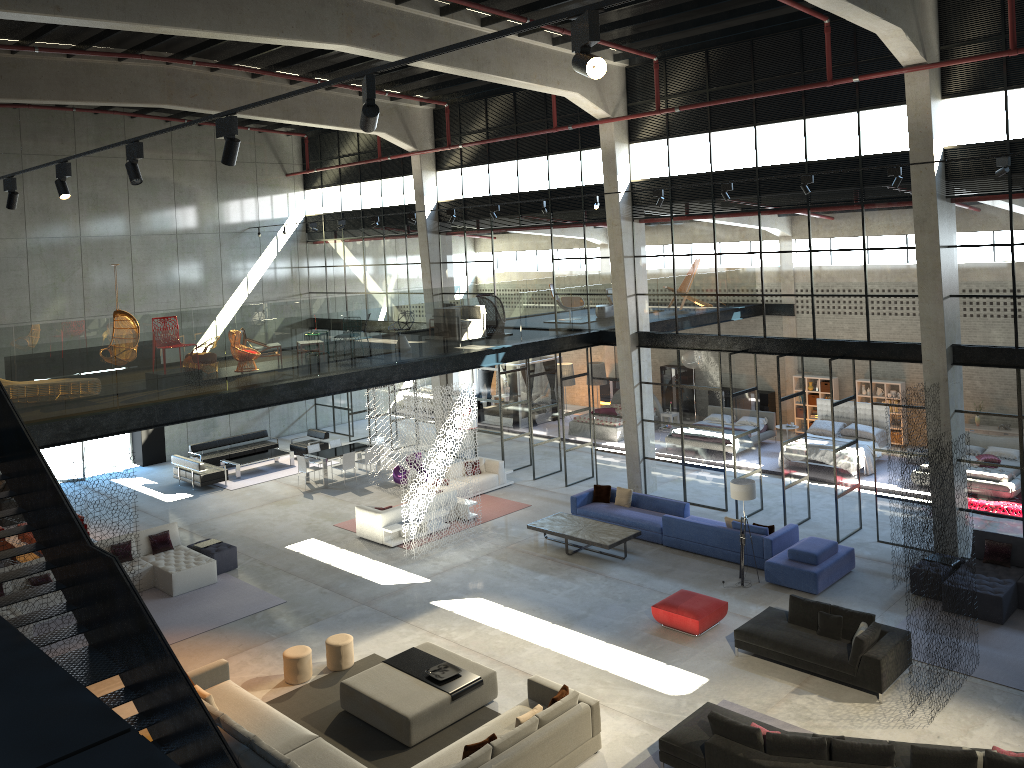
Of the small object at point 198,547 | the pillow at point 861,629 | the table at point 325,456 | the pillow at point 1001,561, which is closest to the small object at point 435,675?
the pillow at point 861,629

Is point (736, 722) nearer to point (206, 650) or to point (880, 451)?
point (206, 650)

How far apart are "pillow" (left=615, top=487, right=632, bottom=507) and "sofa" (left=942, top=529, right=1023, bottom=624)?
6.71m

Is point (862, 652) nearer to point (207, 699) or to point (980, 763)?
point (980, 763)

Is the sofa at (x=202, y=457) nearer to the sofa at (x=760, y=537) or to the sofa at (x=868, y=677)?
the sofa at (x=760, y=537)

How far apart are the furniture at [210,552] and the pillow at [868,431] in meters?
15.4

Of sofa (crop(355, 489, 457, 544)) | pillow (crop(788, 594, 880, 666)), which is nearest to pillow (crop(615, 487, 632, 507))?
sofa (crop(355, 489, 457, 544))

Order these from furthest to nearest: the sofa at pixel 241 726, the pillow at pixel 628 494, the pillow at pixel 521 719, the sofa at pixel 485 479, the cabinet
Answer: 1. the cabinet
2. the sofa at pixel 485 479
3. the pillow at pixel 628 494
4. the sofa at pixel 241 726
5. the pillow at pixel 521 719

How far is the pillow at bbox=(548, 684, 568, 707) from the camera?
10.8 meters

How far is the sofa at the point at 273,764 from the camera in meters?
9.9
